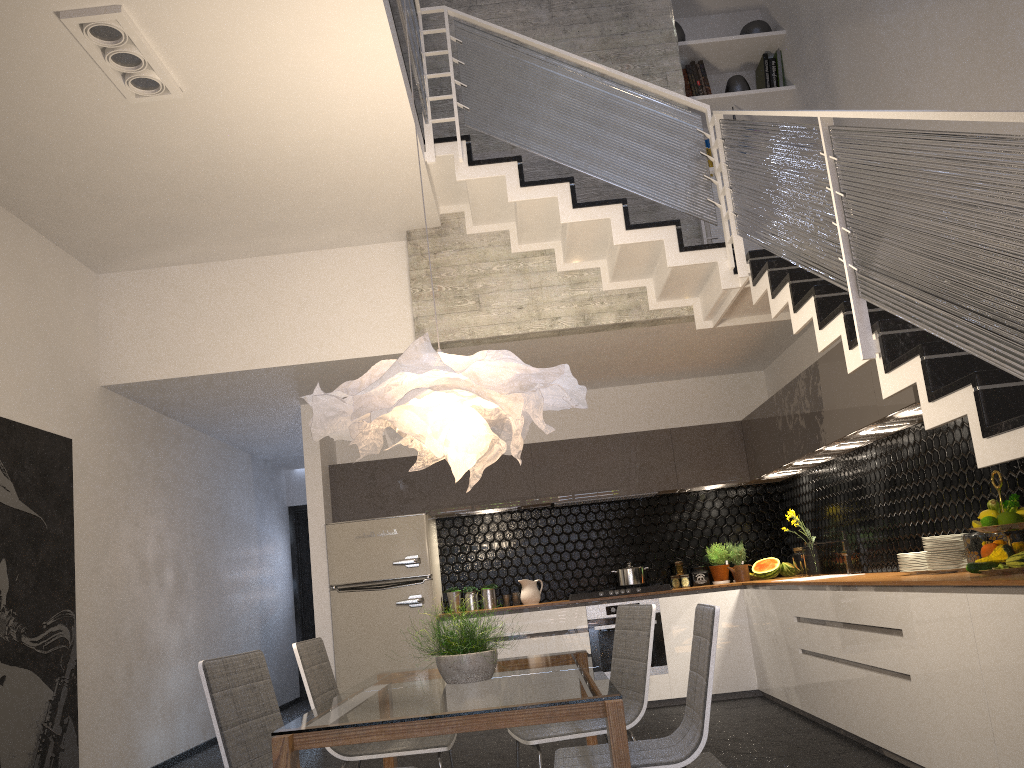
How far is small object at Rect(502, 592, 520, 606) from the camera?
7.52m

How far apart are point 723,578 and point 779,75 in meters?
4.1 m

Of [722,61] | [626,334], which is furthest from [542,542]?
[722,61]

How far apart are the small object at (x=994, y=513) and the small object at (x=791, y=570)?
3.77m

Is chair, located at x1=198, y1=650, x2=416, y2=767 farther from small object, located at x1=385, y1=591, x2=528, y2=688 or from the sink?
the sink

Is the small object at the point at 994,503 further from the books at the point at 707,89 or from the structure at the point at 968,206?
the books at the point at 707,89

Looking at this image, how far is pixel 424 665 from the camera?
6.9m

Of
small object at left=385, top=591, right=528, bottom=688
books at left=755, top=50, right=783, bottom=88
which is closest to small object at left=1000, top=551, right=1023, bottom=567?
small object at left=385, top=591, right=528, bottom=688

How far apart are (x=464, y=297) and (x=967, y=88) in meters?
3.2 m

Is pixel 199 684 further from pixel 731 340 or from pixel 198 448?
pixel 731 340
